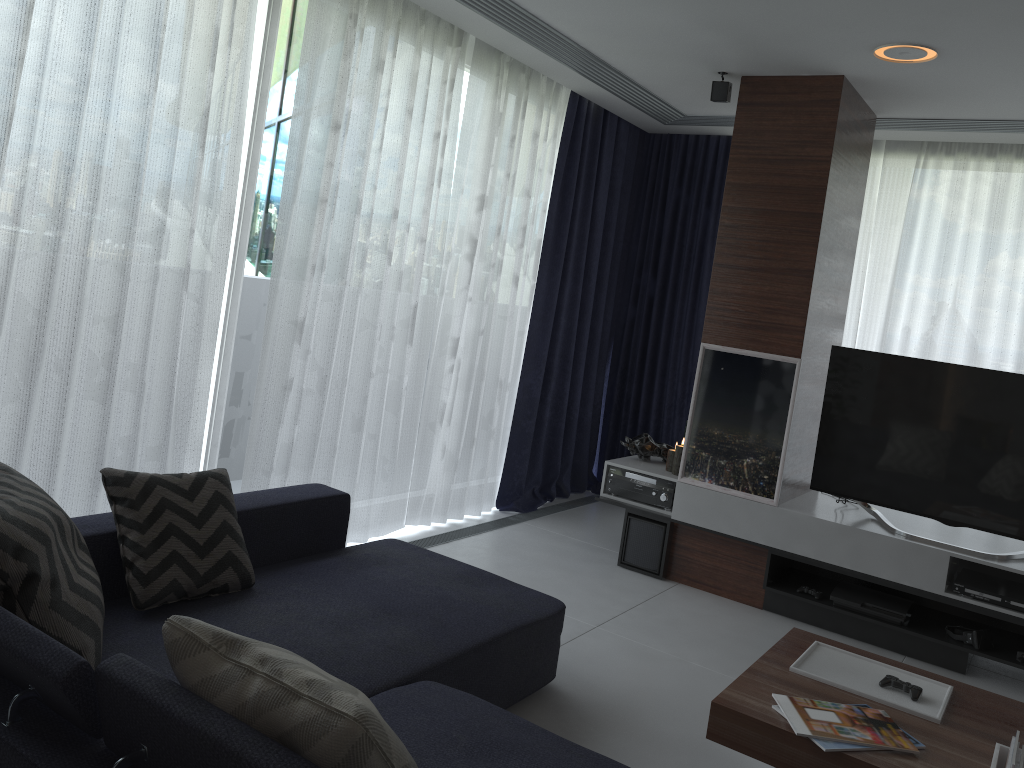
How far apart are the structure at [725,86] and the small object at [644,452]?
1.8 meters

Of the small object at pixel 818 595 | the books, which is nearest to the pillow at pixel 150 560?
the books

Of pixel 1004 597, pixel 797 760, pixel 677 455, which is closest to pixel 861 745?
pixel 797 760

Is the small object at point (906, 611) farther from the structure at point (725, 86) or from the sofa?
the structure at point (725, 86)

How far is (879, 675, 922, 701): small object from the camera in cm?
257

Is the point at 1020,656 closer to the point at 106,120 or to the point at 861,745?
the point at 861,745

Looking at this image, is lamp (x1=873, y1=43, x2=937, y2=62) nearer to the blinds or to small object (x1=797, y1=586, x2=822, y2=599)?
the blinds

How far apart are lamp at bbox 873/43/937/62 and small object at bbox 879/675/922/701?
2.4m

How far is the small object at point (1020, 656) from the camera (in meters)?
3.67

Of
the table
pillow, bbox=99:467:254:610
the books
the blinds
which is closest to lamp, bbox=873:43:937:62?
the blinds
